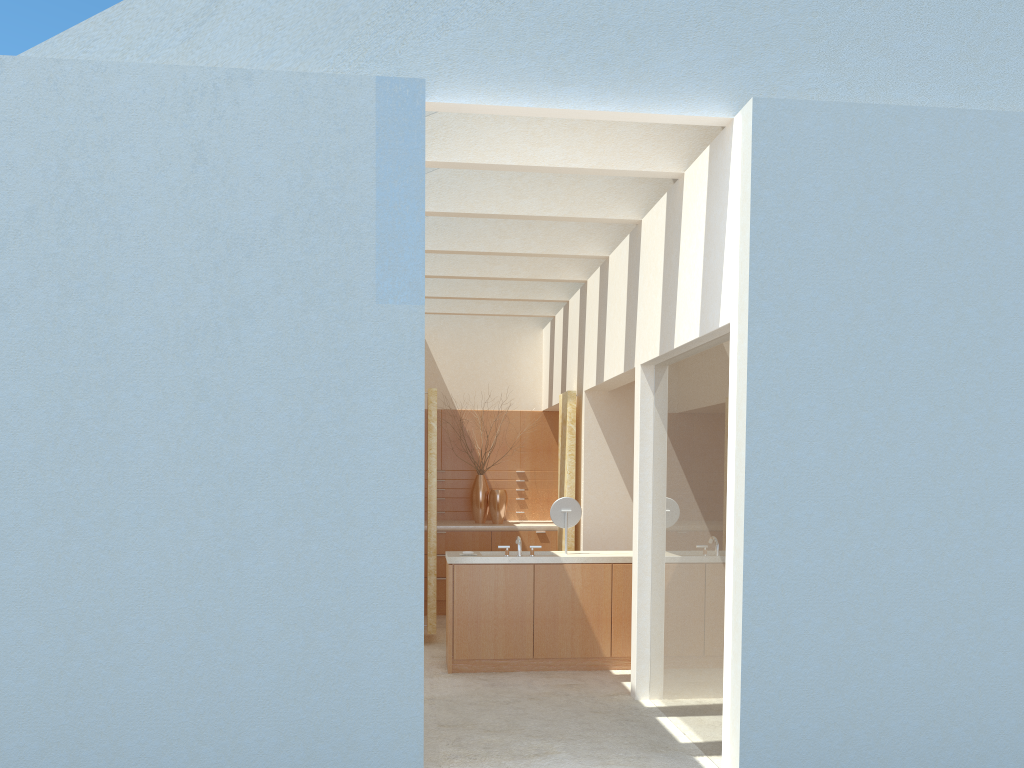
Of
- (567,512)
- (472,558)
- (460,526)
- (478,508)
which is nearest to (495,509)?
(478,508)

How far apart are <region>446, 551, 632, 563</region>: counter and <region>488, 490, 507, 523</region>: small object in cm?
638

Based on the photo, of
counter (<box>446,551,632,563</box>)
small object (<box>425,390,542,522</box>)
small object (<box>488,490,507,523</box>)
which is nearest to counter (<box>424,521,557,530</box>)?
small object (<box>488,490,507,523</box>)

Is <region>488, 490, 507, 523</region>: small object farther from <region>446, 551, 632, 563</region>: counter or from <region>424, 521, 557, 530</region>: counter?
<region>446, 551, 632, 563</region>: counter

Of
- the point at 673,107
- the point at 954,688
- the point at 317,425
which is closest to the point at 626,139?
the point at 673,107

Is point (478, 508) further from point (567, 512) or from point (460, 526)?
point (567, 512)

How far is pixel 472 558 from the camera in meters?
16.7

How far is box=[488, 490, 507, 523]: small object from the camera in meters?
24.2 m

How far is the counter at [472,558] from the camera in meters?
16.7 m

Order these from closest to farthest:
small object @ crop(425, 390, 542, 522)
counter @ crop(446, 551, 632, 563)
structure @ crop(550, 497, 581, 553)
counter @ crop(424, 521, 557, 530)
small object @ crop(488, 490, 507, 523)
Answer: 1. counter @ crop(446, 551, 632, 563)
2. structure @ crop(550, 497, 581, 553)
3. counter @ crop(424, 521, 557, 530)
4. small object @ crop(488, 490, 507, 523)
5. small object @ crop(425, 390, 542, 522)
